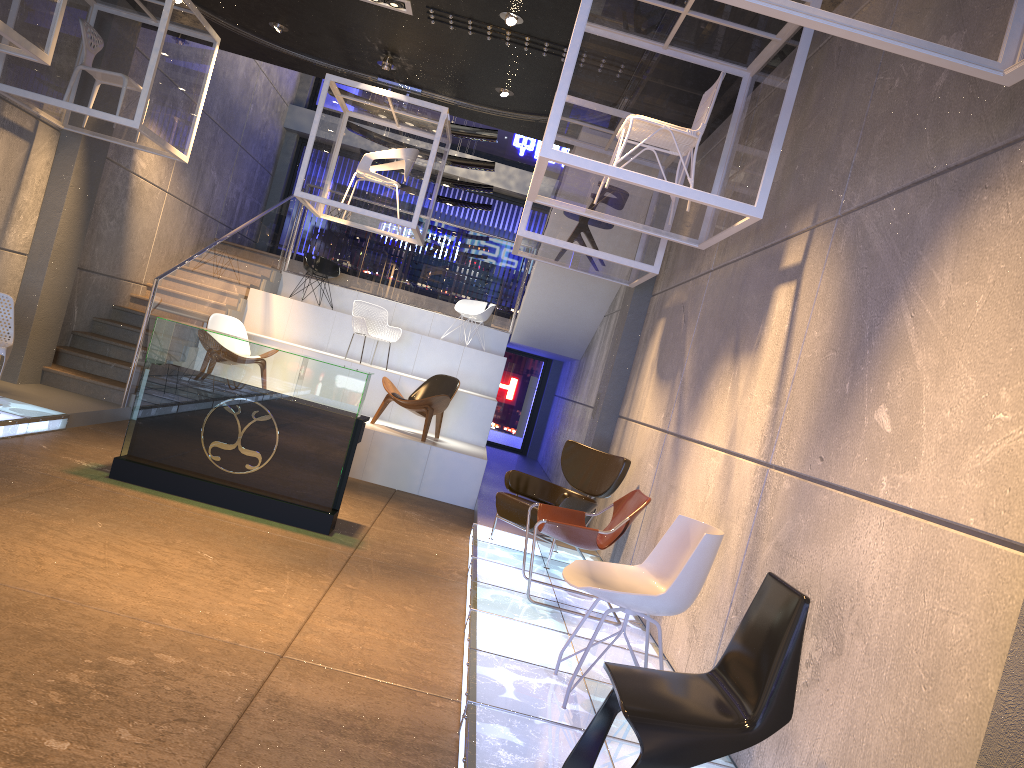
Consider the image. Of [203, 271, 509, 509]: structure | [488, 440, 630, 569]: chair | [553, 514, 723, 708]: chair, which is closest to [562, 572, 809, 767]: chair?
[553, 514, 723, 708]: chair

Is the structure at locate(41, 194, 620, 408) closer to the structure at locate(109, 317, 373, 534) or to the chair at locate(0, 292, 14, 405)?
the chair at locate(0, 292, 14, 405)

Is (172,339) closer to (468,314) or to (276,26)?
(276,26)

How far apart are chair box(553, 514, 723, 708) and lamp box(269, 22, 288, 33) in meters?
6.2 m

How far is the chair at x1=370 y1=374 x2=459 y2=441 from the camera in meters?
9.6 m

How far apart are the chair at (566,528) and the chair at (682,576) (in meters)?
1.15

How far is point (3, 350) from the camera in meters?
6.9 m

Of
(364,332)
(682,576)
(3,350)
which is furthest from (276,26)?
(682,576)

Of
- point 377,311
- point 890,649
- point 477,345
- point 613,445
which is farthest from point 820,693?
point 477,345

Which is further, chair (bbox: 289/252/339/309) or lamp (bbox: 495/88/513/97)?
chair (bbox: 289/252/339/309)
